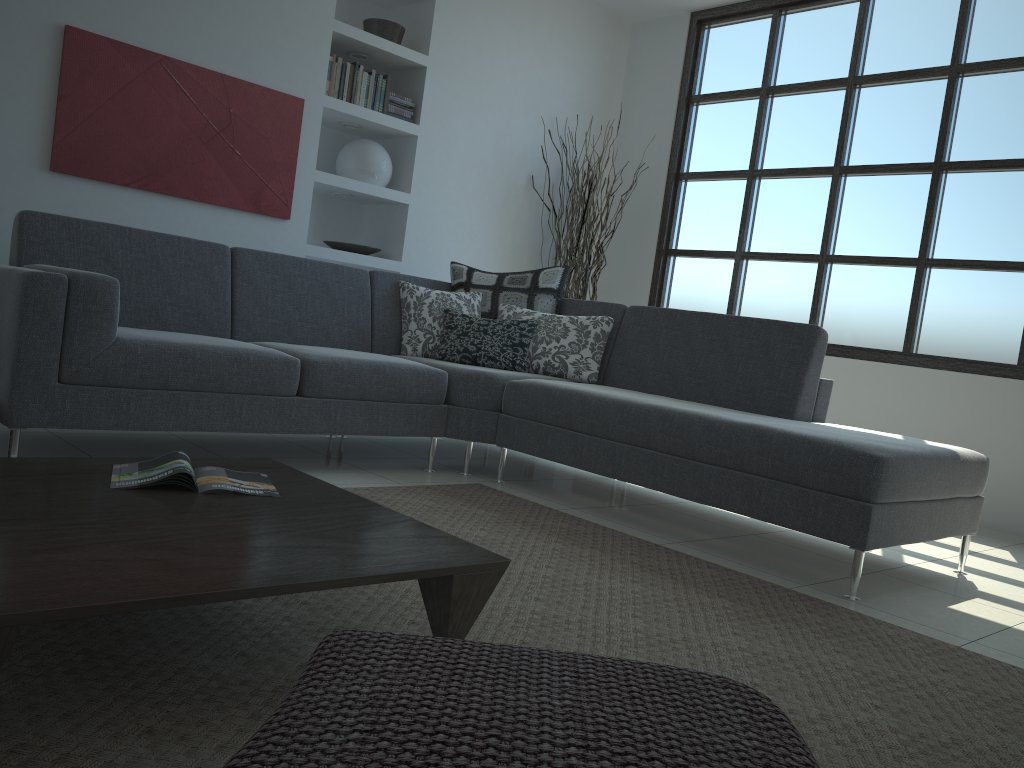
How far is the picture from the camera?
4.1m

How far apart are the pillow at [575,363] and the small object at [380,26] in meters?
1.9

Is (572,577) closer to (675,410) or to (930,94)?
(675,410)

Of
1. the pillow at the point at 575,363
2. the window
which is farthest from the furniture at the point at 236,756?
the window

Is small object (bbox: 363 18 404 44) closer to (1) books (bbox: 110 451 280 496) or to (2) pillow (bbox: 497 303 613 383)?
(2) pillow (bbox: 497 303 613 383)

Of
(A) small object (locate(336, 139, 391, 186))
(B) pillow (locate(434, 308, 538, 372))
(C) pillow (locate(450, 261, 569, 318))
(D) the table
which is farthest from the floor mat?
(A) small object (locate(336, 139, 391, 186))

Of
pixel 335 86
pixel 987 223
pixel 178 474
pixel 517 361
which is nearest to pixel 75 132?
pixel 335 86

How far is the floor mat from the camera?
1.36m

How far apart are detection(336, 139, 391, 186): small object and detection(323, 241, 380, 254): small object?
0.4m

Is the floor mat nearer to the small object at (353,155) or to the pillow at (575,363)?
the pillow at (575,363)
